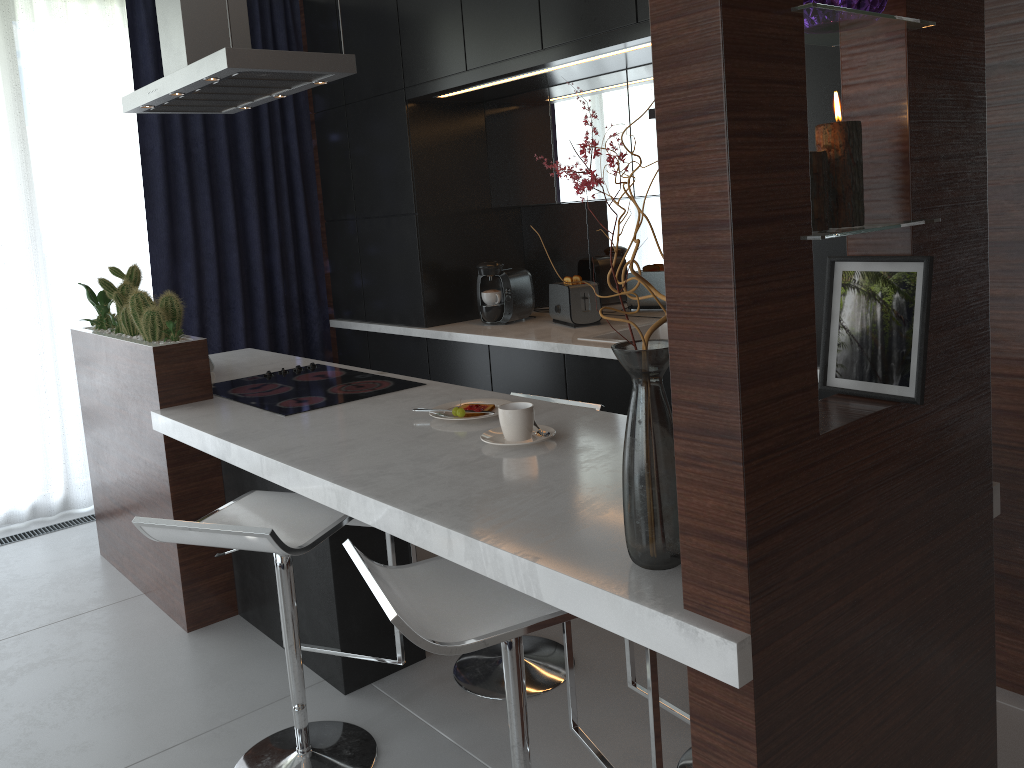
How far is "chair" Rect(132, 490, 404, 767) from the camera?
1.88m

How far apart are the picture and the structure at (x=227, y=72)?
1.91m

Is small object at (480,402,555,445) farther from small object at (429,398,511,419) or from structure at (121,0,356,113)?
structure at (121,0,356,113)

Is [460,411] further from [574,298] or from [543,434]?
[574,298]

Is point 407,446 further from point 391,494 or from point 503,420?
point 391,494

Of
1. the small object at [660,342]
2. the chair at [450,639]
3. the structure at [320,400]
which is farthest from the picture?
the structure at [320,400]

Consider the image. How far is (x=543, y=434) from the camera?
2.15m

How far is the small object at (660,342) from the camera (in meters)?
2.29

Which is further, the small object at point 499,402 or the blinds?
the blinds

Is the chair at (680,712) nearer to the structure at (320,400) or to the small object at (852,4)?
the structure at (320,400)
